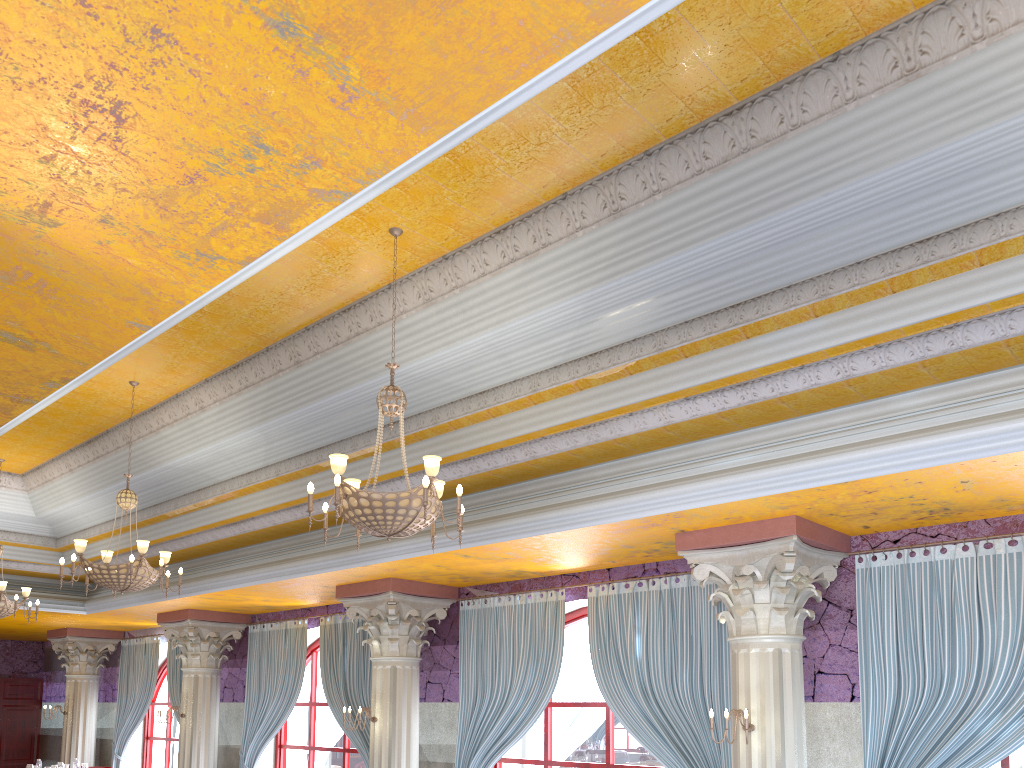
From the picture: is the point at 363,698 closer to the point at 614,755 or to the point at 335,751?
the point at 335,751

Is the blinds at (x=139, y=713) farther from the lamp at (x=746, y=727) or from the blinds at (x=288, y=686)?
the lamp at (x=746, y=727)

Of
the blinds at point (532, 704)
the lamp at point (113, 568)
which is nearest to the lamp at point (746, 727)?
the blinds at point (532, 704)

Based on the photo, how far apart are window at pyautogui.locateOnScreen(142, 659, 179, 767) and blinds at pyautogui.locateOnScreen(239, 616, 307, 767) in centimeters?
356cm

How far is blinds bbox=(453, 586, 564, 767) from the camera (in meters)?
8.87

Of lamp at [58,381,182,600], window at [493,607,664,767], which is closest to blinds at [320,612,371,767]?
window at [493,607,664,767]

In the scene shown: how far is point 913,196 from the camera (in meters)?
4.74

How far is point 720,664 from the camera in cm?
748

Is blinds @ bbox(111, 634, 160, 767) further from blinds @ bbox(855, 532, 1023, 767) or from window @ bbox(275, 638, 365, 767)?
blinds @ bbox(855, 532, 1023, 767)

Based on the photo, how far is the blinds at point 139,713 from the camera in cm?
1509
